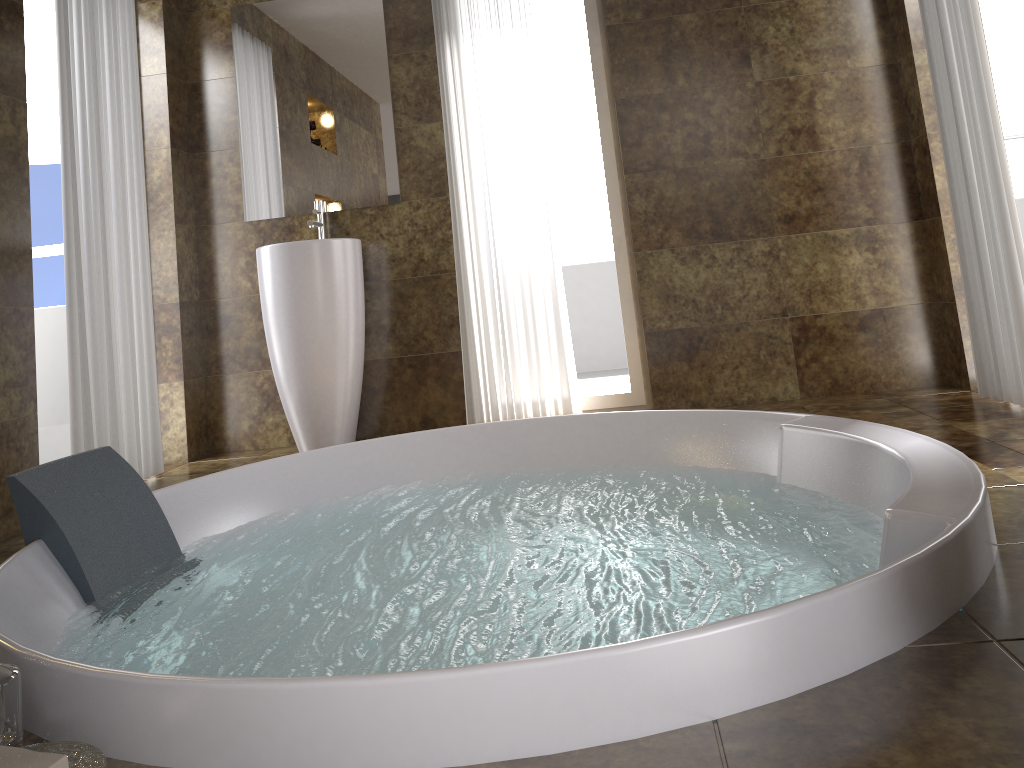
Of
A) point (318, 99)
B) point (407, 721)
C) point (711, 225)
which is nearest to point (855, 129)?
point (711, 225)

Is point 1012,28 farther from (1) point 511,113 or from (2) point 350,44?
(2) point 350,44

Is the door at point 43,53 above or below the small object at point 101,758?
above

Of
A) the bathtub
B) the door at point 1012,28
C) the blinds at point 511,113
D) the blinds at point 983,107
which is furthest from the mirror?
the door at point 1012,28

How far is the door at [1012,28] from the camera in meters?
3.4

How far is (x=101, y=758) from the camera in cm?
97

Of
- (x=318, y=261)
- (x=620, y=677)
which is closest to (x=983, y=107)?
(x=318, y=261)

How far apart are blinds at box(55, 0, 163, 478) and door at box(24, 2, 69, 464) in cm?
60

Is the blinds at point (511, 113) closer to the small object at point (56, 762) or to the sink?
the sink

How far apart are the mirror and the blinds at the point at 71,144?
0.6m
